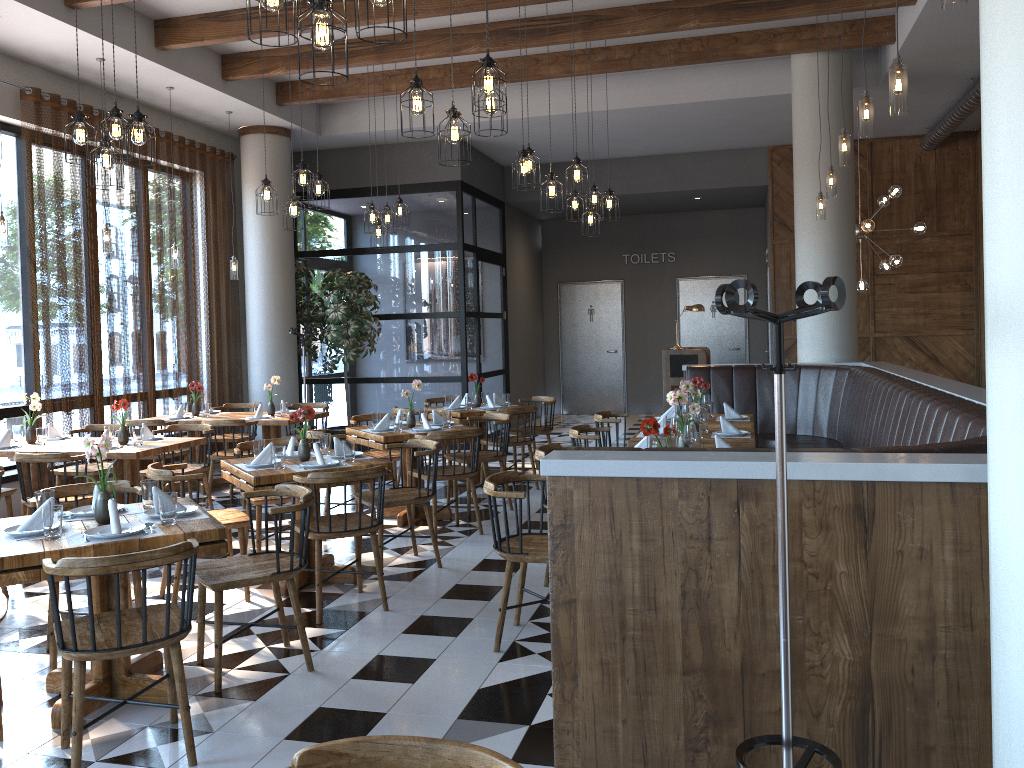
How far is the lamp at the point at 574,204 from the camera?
8.78m

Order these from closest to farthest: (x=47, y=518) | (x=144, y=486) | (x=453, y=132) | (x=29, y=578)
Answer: (x=29, y=578) < (x=47, y=518) < (x=144, y=486) < (x=453, y=132)

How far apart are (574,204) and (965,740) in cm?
690

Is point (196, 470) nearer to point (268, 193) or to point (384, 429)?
point (384, 429)

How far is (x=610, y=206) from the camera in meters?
8.4 m

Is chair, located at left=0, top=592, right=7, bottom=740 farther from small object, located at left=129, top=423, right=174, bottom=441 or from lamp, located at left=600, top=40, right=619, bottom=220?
lamp, located at left=600, top=40, right=619, bottom=220

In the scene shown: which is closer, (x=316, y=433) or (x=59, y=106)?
(x=316, y=433)

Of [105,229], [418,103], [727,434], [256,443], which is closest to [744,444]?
[727,434]

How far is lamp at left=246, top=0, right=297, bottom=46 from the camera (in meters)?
3.15

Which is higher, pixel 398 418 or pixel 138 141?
pixel 138 141
